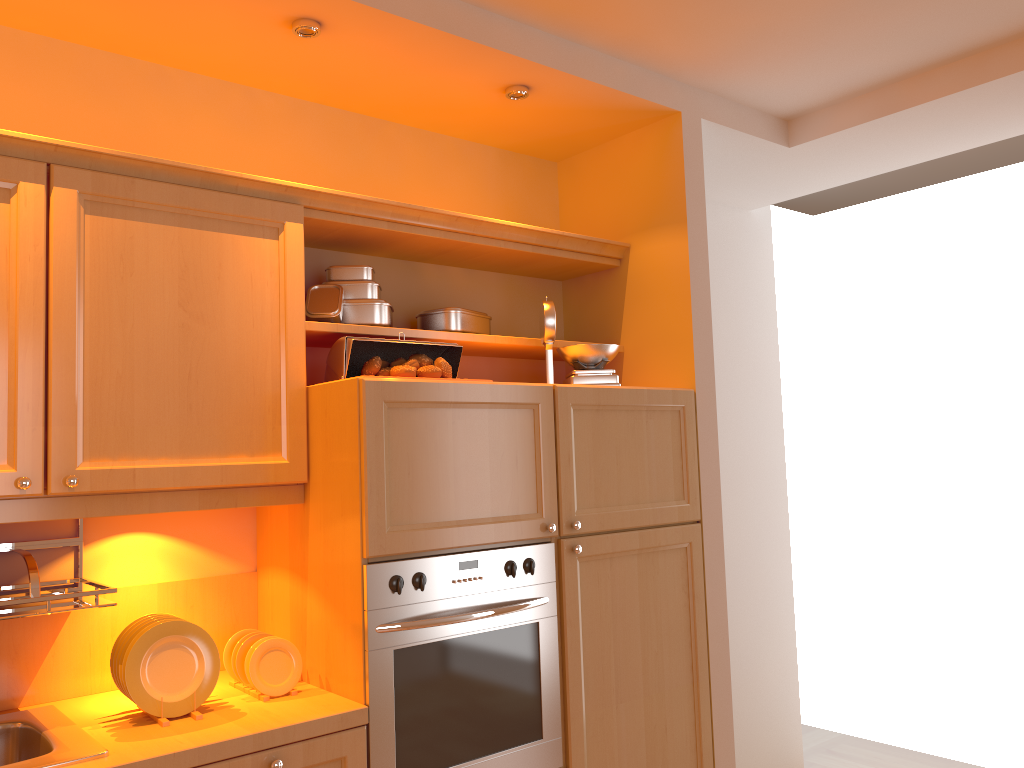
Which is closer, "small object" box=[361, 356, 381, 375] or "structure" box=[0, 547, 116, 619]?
"structure" box=[0, 547, 116, 619]

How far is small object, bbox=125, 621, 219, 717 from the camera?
1.91m

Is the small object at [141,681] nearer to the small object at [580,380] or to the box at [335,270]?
the box at [335,270]

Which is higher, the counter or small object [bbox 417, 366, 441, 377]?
small object [bbox 417, 366, 441, 377]

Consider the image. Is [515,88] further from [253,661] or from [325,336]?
[253,661]

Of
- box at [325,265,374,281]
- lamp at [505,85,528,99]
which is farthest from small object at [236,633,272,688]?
lamp at [505,85,528,99]

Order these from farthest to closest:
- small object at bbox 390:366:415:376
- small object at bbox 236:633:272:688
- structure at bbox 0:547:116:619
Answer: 1. small object at bbox 390:366:415:376
2. small object at bbox 236:633:272:688
3. structure at bbox 0:547:116:619

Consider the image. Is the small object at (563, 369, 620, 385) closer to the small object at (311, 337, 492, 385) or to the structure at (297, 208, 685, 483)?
the structure at (297, 208, 685, 483)

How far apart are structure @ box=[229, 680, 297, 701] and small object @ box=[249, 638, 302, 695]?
0.01m

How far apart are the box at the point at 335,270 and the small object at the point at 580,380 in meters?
0.7 m
